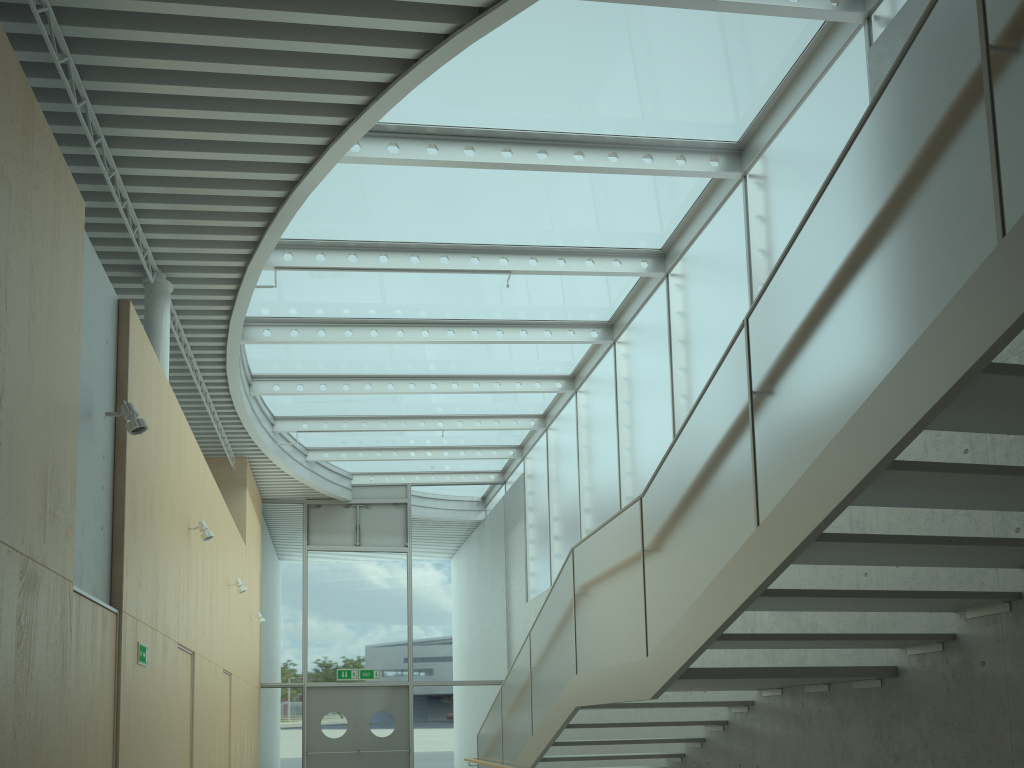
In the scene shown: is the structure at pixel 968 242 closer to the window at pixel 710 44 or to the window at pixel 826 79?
the window at pixel 826 79

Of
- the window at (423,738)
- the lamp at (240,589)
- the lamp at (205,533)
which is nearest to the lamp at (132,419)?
the lamp at (205,533)

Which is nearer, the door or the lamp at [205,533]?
the lamp at [205,533]

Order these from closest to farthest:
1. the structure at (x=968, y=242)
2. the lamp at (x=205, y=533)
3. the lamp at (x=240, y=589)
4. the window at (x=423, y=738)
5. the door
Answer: the structure at (x=968, y=242) → the lamp at (x=205, y=533) → the lamp at (x=240, y=589) → the door → the window at (x=423, y=738)

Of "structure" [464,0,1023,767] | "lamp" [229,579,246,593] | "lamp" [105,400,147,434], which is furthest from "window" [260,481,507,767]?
"lamp" [105,400,147,434]

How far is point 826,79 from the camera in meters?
6.7

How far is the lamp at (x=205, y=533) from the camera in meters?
7.8

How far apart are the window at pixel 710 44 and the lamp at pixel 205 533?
2.3 meters

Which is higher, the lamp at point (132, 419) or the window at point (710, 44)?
the window at point (710, 44)

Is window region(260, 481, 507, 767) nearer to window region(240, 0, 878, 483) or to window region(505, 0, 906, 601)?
window region(240, 0, 878, 483)
